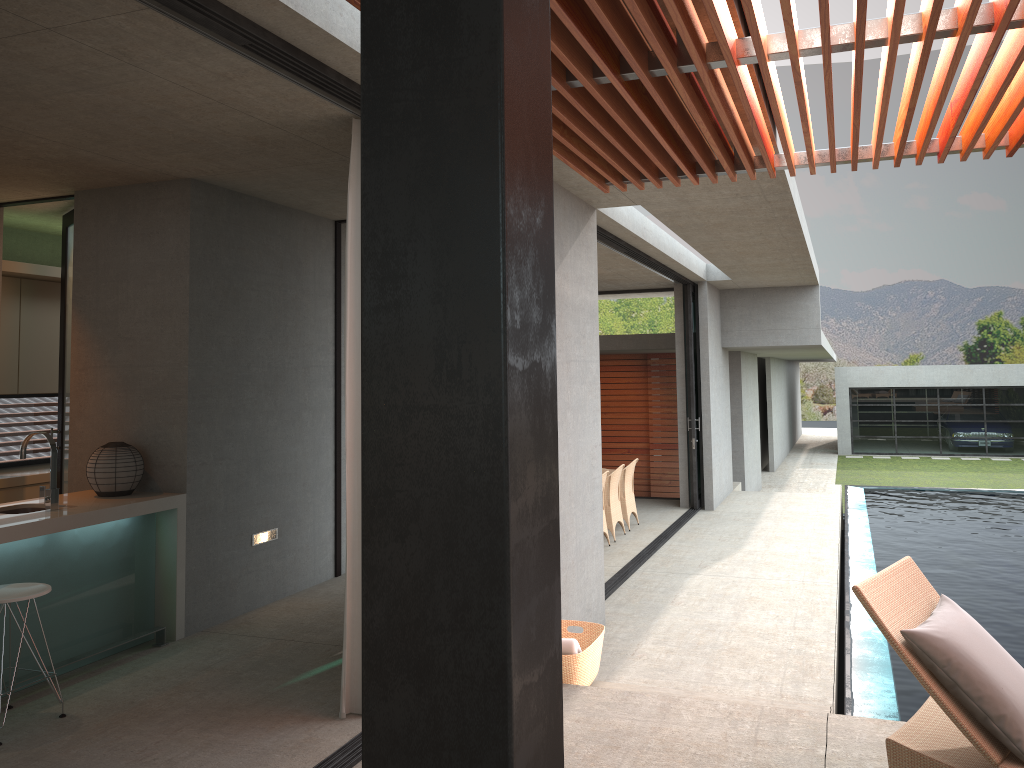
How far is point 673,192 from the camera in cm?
642

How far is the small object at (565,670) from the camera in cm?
486

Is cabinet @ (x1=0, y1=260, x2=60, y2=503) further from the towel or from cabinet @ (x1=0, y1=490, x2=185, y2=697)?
the towel

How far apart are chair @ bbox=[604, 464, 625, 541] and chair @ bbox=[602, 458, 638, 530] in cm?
41

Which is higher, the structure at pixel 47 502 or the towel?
the structure at pixel 47 502

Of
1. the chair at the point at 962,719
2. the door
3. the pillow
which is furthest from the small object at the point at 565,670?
the door

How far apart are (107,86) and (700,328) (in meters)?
9.90

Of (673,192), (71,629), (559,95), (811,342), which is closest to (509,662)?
(559,95)

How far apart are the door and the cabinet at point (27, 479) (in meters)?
0.34

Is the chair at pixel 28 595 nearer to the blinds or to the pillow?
the blinds
